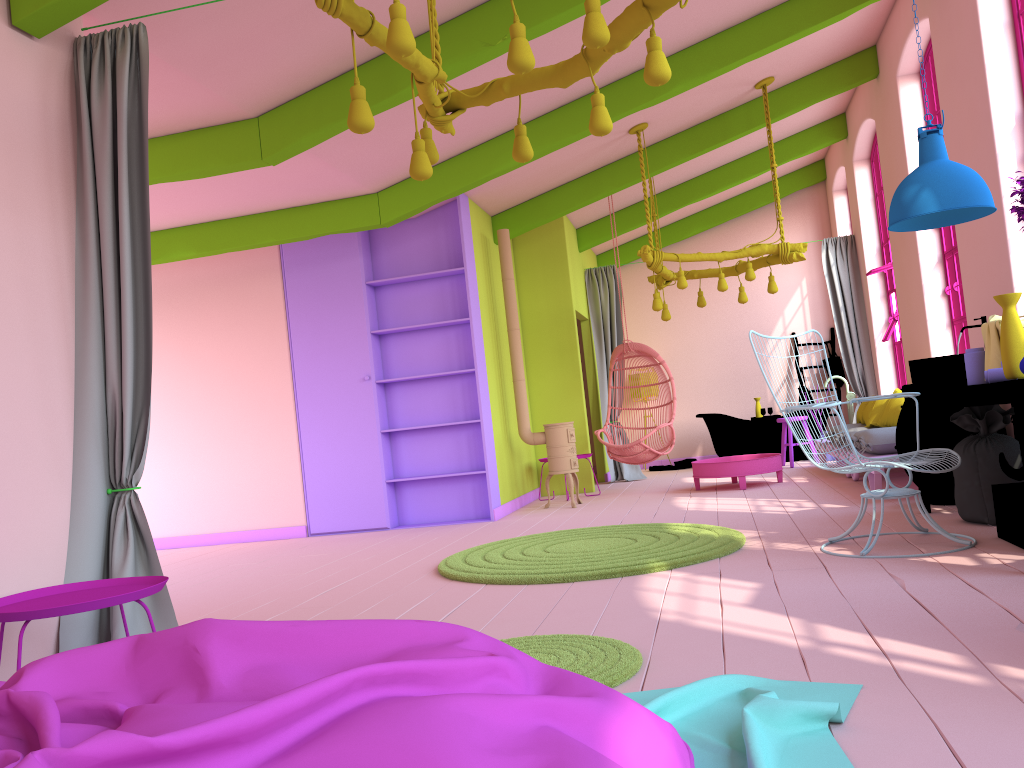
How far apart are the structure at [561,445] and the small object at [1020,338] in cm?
495

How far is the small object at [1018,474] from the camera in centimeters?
470cm

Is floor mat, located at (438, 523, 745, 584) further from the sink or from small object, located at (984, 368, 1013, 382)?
small object, located at (984, 368, 1013, 382)

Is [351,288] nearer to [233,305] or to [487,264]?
[233,305]

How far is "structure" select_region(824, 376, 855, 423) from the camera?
11.5m

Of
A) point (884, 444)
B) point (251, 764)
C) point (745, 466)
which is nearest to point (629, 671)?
point (251, 764)

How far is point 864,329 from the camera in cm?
1068

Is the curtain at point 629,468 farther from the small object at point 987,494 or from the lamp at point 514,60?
the lamp at point 514,60

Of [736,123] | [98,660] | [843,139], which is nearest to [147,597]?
[98,660]

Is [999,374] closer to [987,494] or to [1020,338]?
[1020,338]
